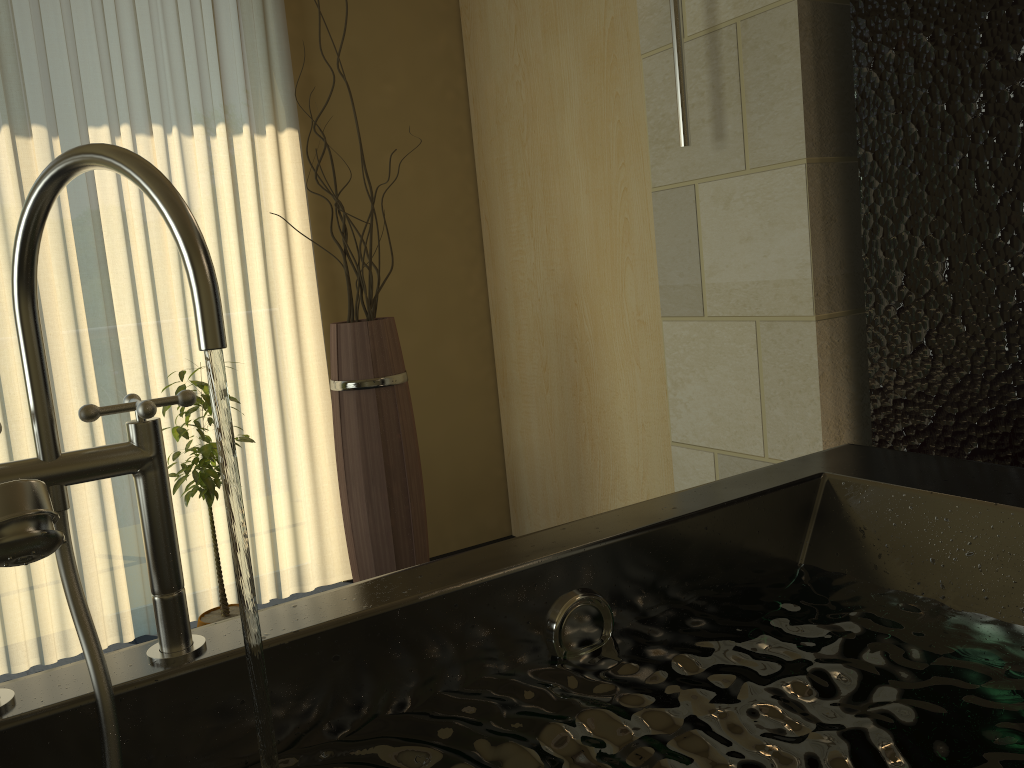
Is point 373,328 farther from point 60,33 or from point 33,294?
point 33,294

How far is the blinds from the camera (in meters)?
2.65

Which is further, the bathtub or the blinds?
the blinds

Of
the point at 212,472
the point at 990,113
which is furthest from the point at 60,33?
the point at 990,113

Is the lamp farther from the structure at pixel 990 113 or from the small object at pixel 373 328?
the small object at pixel 373 328

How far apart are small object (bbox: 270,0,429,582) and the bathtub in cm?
134

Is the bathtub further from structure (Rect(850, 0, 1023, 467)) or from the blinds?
the blinds

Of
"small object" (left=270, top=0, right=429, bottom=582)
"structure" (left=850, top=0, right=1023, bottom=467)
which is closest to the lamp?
"structure" (left=850, top=0, right=1023, bottom=467)

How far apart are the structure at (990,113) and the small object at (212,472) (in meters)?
1.54

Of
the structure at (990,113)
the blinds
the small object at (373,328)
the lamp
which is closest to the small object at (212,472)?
the small object at (373,328)
